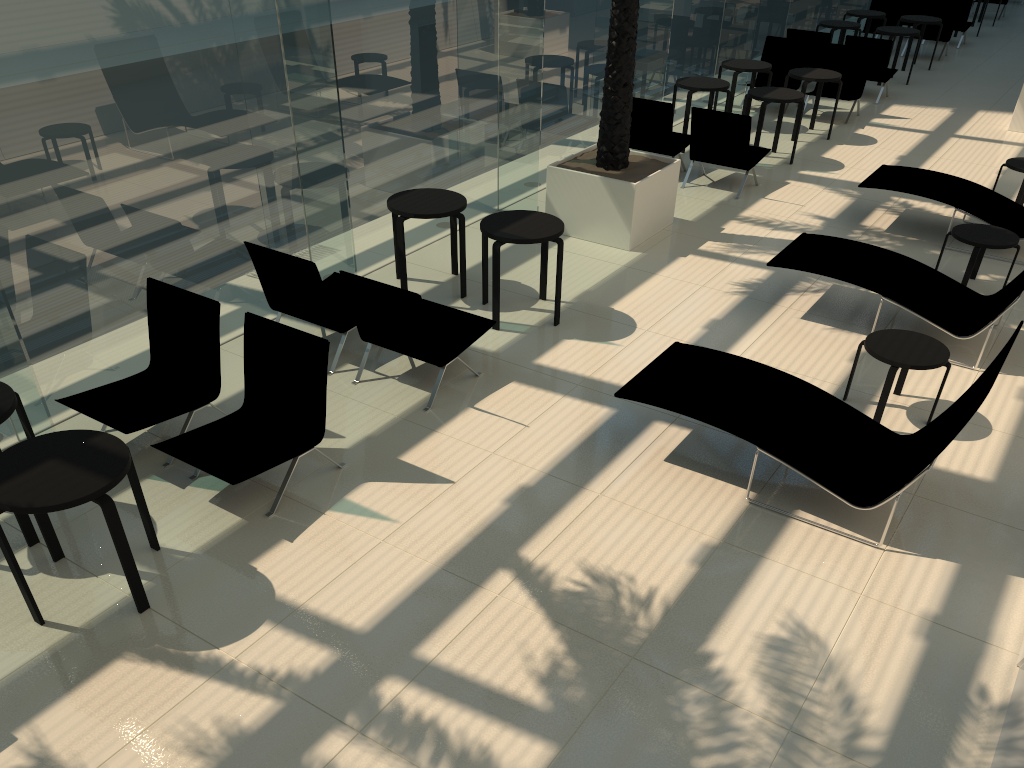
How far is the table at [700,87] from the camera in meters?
11.6

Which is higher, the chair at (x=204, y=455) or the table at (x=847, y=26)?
the table at (x=847, y=26)

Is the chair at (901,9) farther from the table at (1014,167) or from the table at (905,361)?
the table at (905,361)

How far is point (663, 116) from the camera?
10.62m

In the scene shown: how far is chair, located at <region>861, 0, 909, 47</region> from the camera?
17.9 meters

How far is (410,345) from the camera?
6.3m

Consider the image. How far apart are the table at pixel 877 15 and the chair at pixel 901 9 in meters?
1.6 m

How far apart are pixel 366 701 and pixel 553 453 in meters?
2.3

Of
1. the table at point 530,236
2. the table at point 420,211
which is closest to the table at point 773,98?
the table at point 530,236

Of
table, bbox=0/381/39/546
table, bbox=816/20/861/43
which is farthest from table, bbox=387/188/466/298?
table, bbox=816/20/861/43
